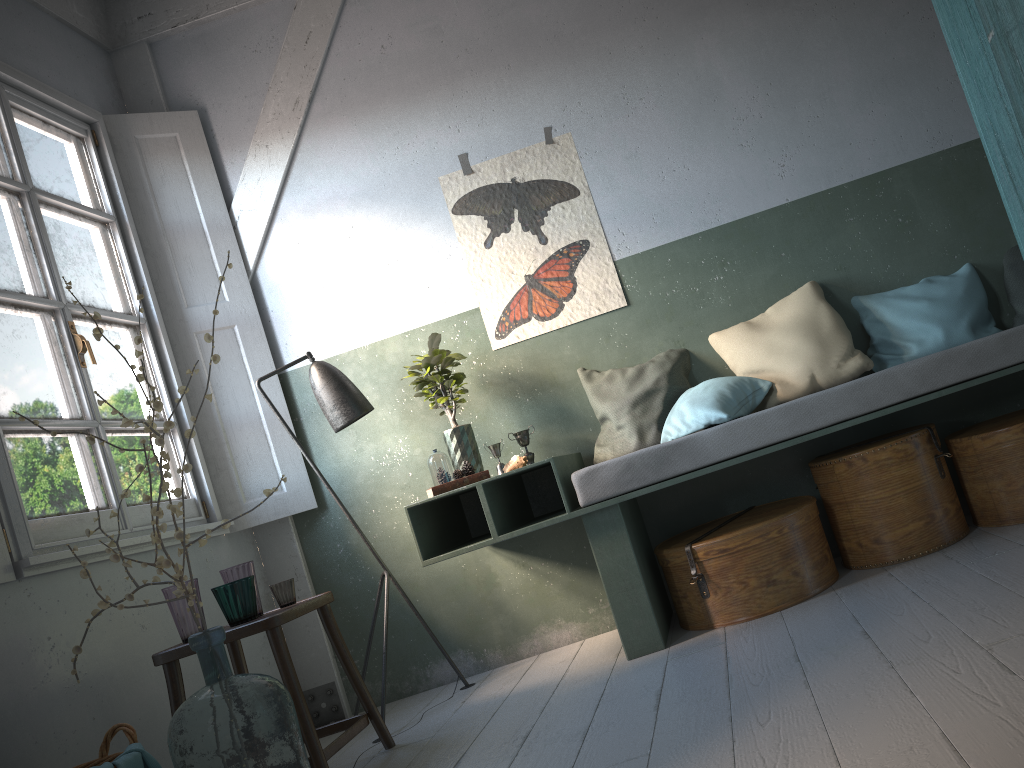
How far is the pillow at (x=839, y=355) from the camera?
Answer: 4.01m

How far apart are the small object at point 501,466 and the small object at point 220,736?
1.6 meters

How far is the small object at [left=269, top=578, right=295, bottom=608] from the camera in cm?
359

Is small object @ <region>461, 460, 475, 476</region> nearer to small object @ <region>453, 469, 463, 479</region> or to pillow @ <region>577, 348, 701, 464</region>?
small object @ <region>453, 469, 463, 479</region>

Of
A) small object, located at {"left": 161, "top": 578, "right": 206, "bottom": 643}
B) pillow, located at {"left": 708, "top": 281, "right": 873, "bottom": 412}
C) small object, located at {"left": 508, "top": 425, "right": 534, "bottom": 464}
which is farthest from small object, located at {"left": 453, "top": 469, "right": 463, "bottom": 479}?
pillow, located at {"left": 708, "top": 281, "right": 873, "bottom": 412}

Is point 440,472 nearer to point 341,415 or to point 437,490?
point 437,490

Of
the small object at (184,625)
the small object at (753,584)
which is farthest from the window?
the small object at (753,584)

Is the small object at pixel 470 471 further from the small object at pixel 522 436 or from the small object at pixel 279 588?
the small object at pixel 279 588

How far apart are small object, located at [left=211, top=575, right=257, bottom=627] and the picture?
1.8m

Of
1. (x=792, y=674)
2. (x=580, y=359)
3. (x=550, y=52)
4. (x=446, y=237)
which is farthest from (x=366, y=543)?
(x=550, y=52)
